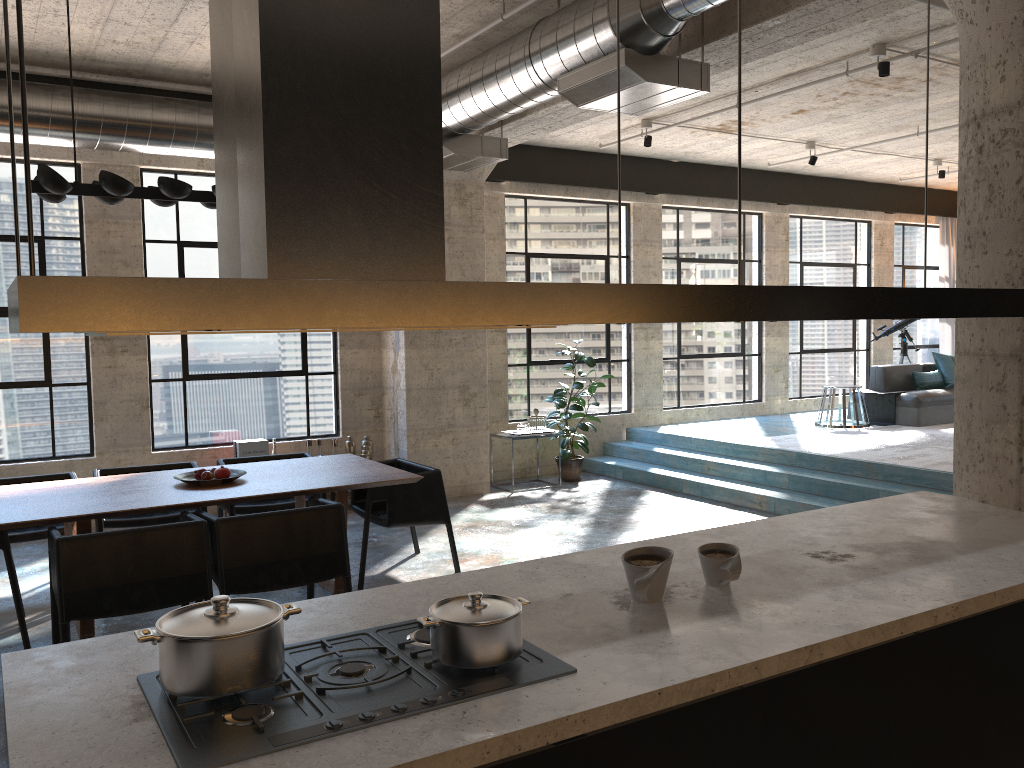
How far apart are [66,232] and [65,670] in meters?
6.6 m

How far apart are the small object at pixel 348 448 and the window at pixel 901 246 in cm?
876

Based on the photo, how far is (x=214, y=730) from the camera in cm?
166

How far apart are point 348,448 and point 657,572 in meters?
6.4

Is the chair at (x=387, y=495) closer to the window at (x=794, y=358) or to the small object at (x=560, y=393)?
the small object at (x=560, y=393)

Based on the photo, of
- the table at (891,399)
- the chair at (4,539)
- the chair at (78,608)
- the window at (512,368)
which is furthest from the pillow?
the chair at (4,539)

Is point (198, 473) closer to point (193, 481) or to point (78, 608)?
point (193, 481)

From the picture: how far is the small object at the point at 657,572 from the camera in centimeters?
229cm

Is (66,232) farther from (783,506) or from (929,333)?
(929,333)

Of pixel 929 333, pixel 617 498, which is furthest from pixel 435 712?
pixel 929 333
